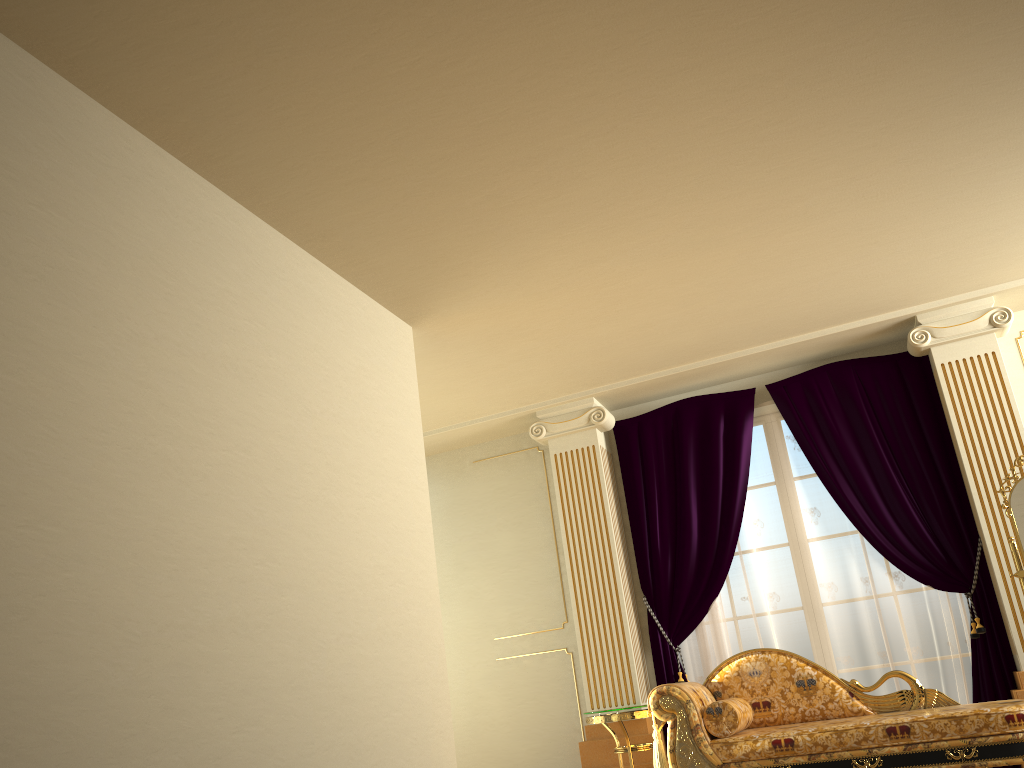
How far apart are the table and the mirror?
2.1 meters

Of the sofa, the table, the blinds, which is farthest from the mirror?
the table

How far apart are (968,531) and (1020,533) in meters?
0.6 m

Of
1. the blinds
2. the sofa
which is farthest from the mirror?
the sofa

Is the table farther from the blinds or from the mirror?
→ the mirror

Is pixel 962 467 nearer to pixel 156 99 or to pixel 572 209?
pixel 572 209

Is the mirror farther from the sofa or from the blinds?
the sofa

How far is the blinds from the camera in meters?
5.3

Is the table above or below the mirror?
below

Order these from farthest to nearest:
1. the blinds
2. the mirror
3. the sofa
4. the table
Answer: the blinds, the table, the mirror, the sofa
